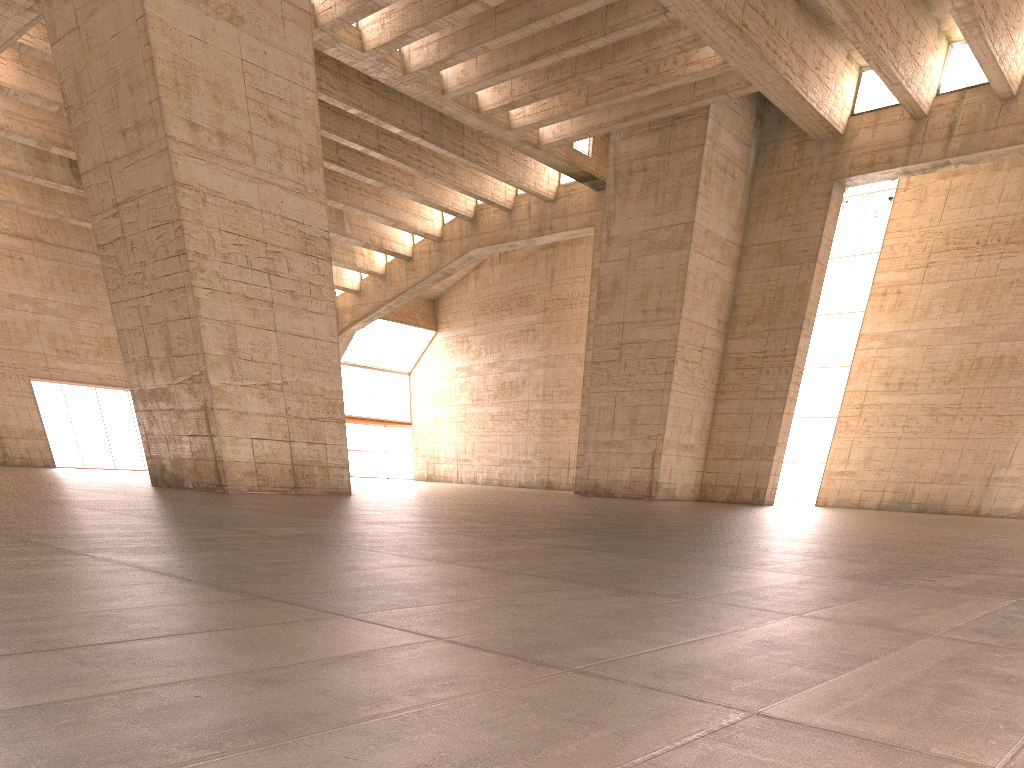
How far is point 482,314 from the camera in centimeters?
4870cm

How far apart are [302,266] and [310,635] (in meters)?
16.93
